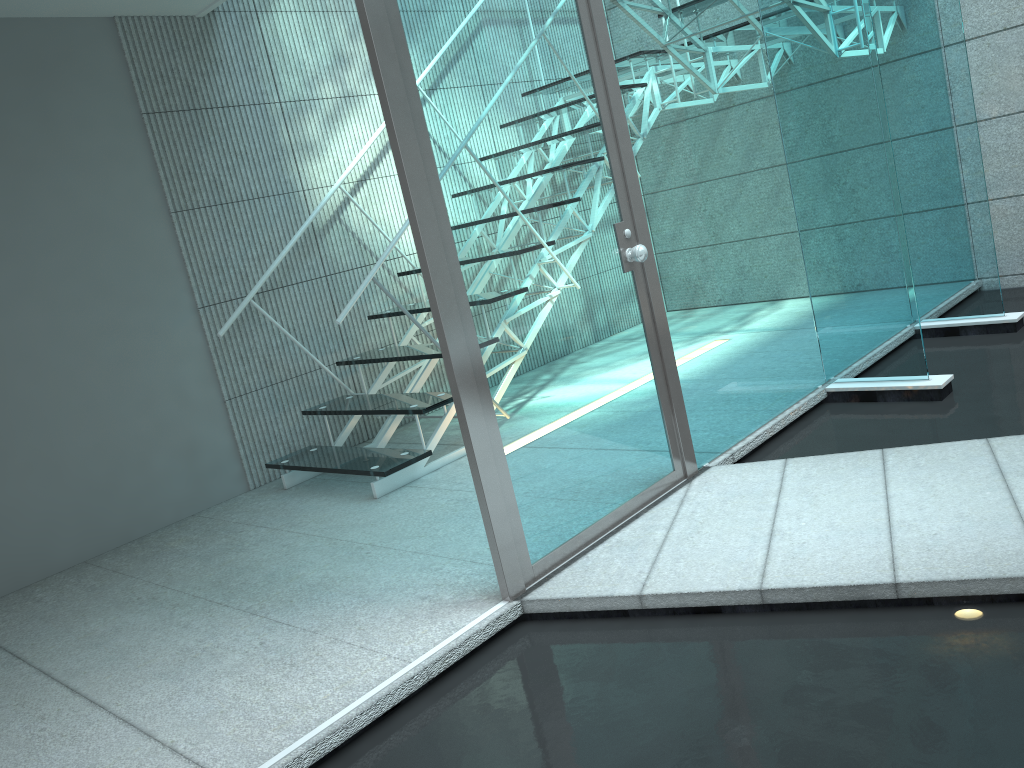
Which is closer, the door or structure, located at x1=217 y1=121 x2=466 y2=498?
the door

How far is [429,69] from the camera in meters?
2.0 m

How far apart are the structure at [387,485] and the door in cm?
100

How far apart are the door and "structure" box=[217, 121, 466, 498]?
1.00m

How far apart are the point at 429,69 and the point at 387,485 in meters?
1.7

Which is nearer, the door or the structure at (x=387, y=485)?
the door

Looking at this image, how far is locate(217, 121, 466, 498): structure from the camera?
3.30m

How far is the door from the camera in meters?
2.0
